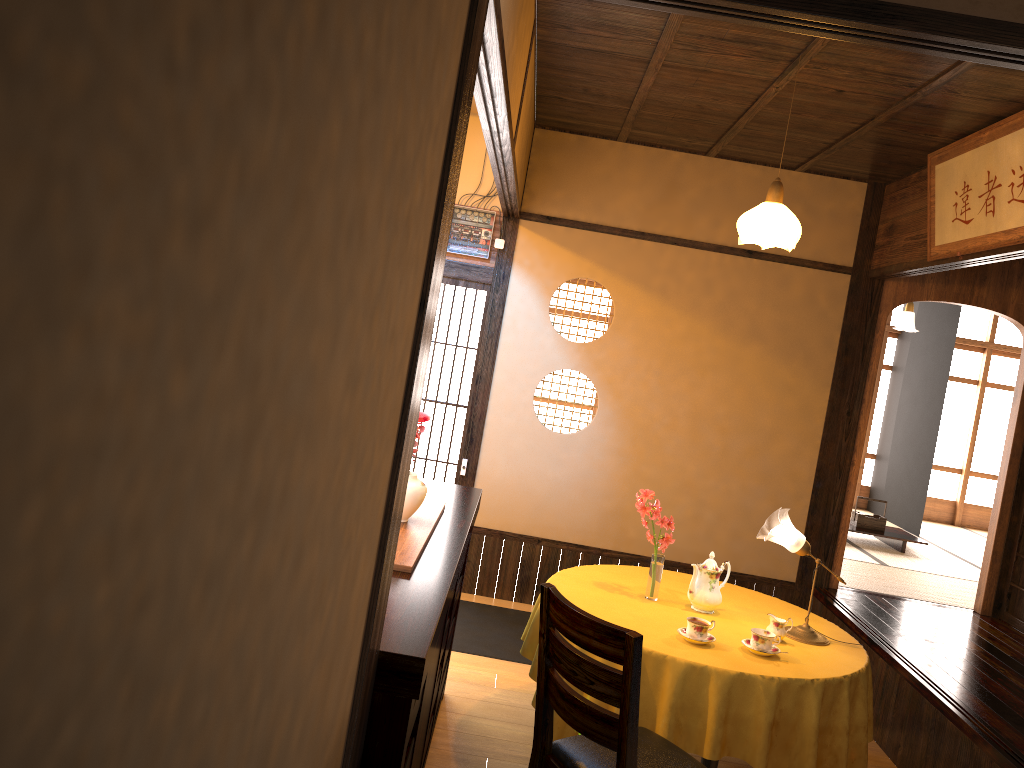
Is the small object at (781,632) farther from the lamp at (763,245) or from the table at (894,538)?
the table at (894,538)

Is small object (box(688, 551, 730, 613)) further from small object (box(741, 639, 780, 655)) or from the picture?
the picture

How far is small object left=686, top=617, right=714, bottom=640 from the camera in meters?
3.3

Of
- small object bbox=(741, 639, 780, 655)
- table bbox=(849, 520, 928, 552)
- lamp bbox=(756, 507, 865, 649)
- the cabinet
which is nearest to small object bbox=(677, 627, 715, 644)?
small object bbox=(741, 639, 780, 655)

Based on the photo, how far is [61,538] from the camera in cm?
48

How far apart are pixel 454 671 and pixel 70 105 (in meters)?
4.34

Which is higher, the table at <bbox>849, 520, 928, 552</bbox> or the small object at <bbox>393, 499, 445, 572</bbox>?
the small object at <bbox>393, 499, 445, 572</bbox>

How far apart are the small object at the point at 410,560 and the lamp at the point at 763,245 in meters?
1.7

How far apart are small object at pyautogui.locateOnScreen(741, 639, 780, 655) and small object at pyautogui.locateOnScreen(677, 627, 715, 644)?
0.14m

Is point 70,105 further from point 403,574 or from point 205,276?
point 403,574
